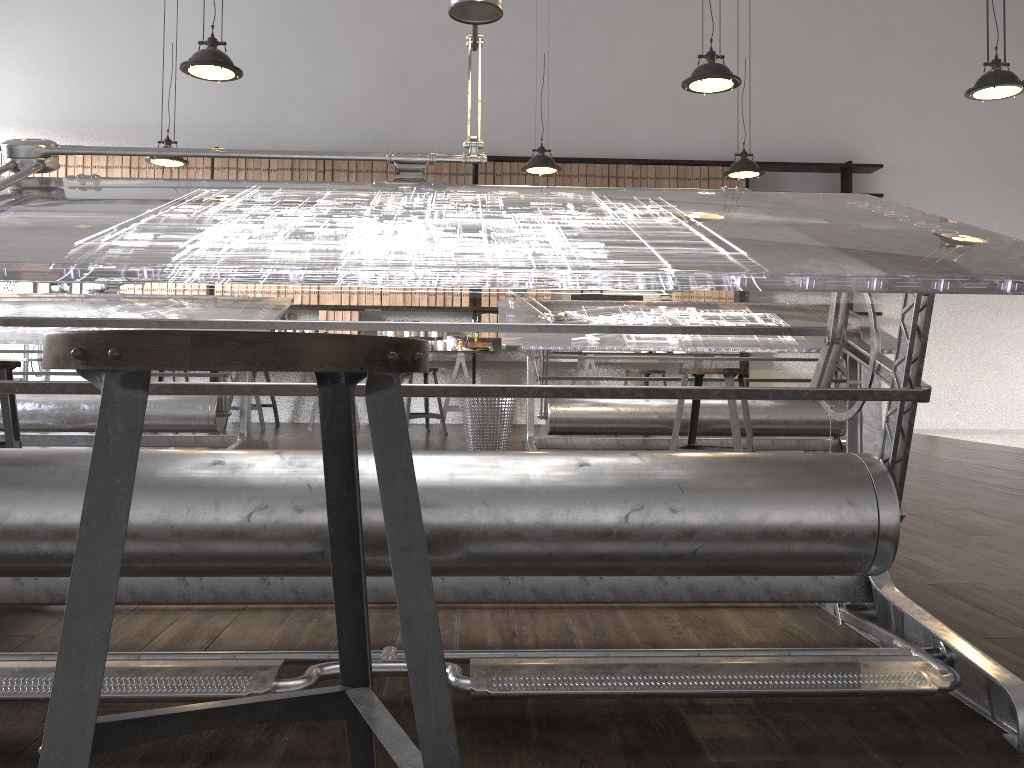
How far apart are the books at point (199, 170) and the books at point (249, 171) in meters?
0.4 m

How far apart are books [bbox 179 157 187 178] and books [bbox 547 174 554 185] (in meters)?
3.23

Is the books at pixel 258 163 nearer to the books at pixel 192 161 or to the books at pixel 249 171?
the books at pixel 249 171

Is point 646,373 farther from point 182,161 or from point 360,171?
point 182,161

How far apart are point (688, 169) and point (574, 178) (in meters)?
1.04

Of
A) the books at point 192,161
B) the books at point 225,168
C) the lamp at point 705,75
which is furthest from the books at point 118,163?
the lamp at point 705,75

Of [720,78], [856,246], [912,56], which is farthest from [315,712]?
[912,56]

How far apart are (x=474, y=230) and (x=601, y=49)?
7.42m

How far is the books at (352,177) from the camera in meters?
7.8 m

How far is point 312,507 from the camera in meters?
1.3 m
